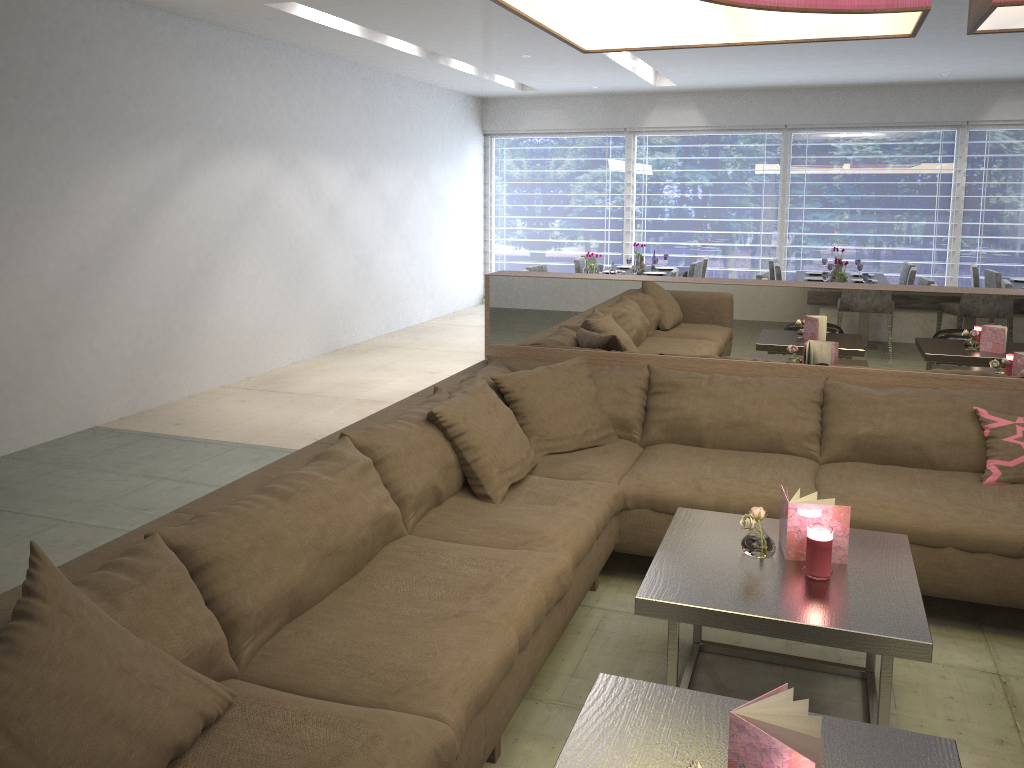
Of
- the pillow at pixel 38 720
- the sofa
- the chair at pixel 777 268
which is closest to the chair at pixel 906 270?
the chair at pixel 777 268

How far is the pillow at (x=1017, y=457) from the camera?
3.01m

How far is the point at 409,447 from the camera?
2.7 meters

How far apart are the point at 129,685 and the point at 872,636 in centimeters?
155cm

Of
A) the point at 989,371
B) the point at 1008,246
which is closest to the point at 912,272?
the point at 1008,246

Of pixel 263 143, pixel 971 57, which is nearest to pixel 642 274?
pixel 971 57

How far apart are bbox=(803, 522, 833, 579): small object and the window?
8.0m

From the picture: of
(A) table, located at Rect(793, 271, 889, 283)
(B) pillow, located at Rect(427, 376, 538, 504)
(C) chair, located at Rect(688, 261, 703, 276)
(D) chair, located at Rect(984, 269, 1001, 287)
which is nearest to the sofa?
(B) pillow, located at Rect(427, 376, 538, 504)

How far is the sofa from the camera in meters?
1.7 m

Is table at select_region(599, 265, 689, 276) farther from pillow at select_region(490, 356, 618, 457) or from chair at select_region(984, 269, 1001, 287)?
pillow at select_region(490, 356, 618, 457)
